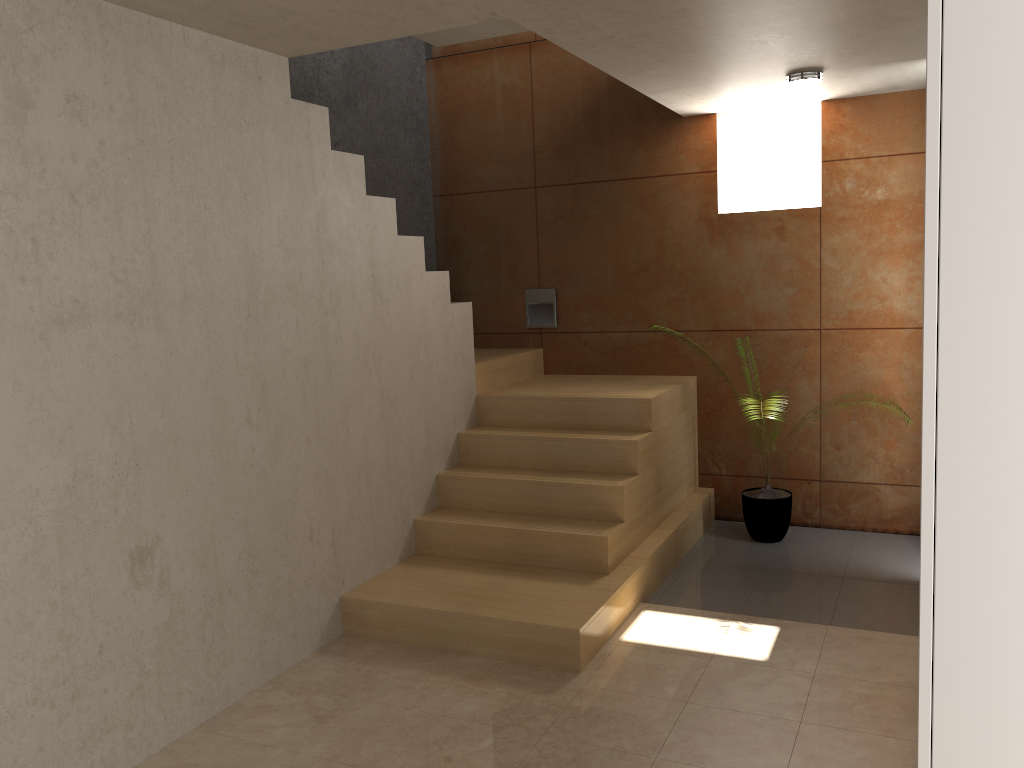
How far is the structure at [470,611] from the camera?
3.74m

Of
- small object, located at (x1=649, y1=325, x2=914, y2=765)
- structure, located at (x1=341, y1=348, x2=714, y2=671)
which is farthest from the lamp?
small object, located at (x1=649, y1=325, x2=914, y2=765)

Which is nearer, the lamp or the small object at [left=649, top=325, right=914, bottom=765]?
the lamp

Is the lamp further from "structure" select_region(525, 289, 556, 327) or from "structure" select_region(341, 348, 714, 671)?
"structure" select_region(525, 289, 556, 327)

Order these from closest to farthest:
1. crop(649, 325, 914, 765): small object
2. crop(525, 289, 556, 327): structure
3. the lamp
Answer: the lamp → crop(649, 325, 914, 765): small object → crop(525, 289, 556, 327): structure

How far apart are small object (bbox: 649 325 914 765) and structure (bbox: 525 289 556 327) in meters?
1.7

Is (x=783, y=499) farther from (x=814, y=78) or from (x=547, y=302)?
(x=814, y=78)

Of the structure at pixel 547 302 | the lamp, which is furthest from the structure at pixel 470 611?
the lamp

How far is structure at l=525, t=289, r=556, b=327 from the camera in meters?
6.0 m

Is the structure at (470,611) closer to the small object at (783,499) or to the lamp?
the small object at (783,499)
